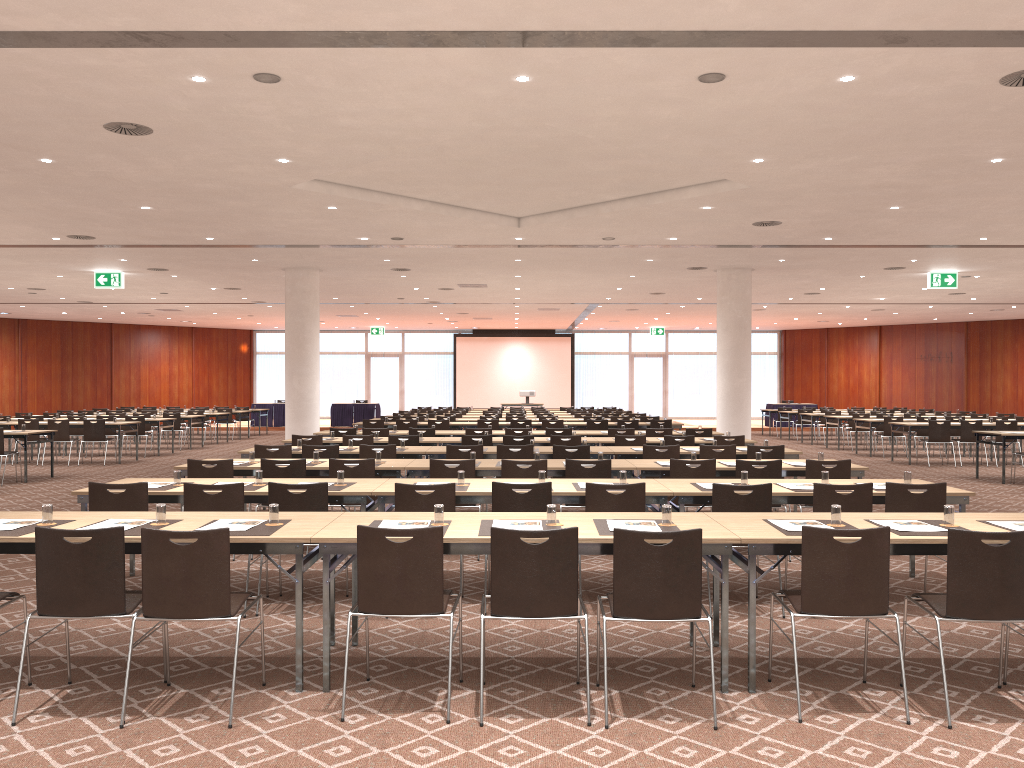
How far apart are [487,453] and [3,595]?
6.5 meters

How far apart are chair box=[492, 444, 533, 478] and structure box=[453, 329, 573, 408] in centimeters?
2739cm

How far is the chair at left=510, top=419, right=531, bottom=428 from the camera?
17.90m

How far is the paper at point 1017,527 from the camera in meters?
5.0 m

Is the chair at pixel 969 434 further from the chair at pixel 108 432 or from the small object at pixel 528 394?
the chair at pixel 108 432

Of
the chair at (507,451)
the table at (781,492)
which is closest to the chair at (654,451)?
the chair at (507,451)

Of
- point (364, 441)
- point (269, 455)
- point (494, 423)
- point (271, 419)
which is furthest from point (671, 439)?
point (271, 419)

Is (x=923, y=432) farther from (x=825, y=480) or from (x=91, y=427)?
(x=91, y=427)

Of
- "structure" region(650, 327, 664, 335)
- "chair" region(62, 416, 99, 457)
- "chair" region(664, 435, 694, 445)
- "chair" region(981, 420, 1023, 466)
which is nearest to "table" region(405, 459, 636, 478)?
"chair" region(664, 435, 694, 445)

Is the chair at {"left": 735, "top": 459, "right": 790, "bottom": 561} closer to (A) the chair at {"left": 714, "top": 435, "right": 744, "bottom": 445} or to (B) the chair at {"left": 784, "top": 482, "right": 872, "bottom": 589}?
(B) the chair at {"left": 784, "top": 482, "right": 872, "bottom": 589}
